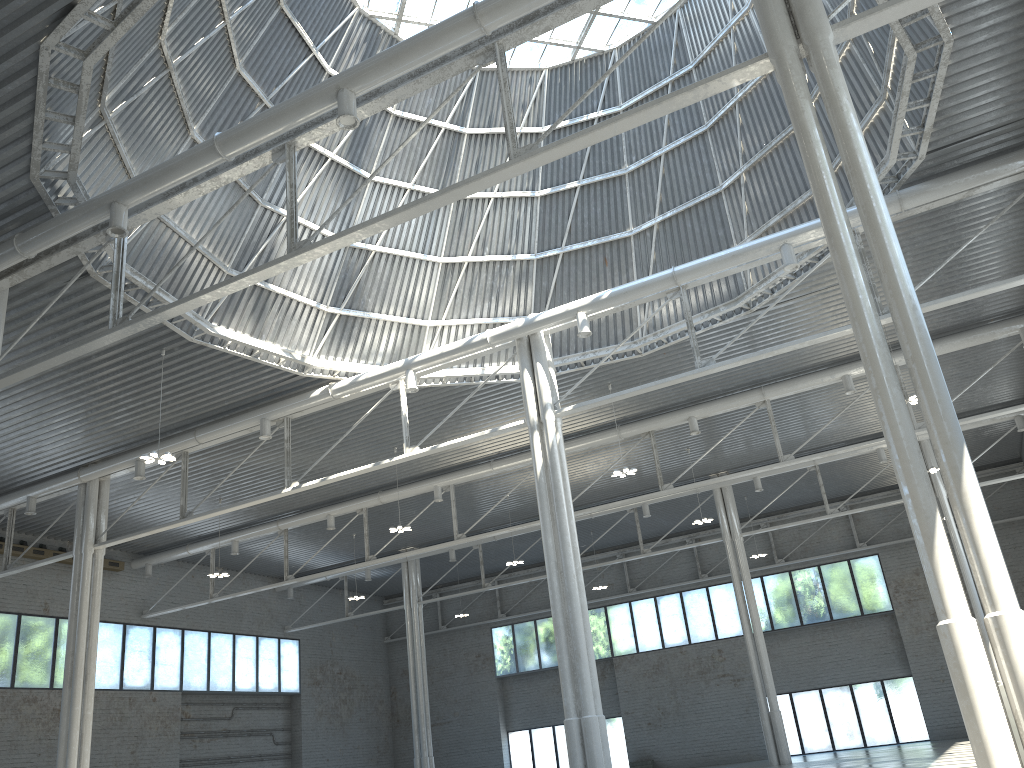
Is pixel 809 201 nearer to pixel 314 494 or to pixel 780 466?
pixel 780 466

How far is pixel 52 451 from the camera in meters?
38.0 m
